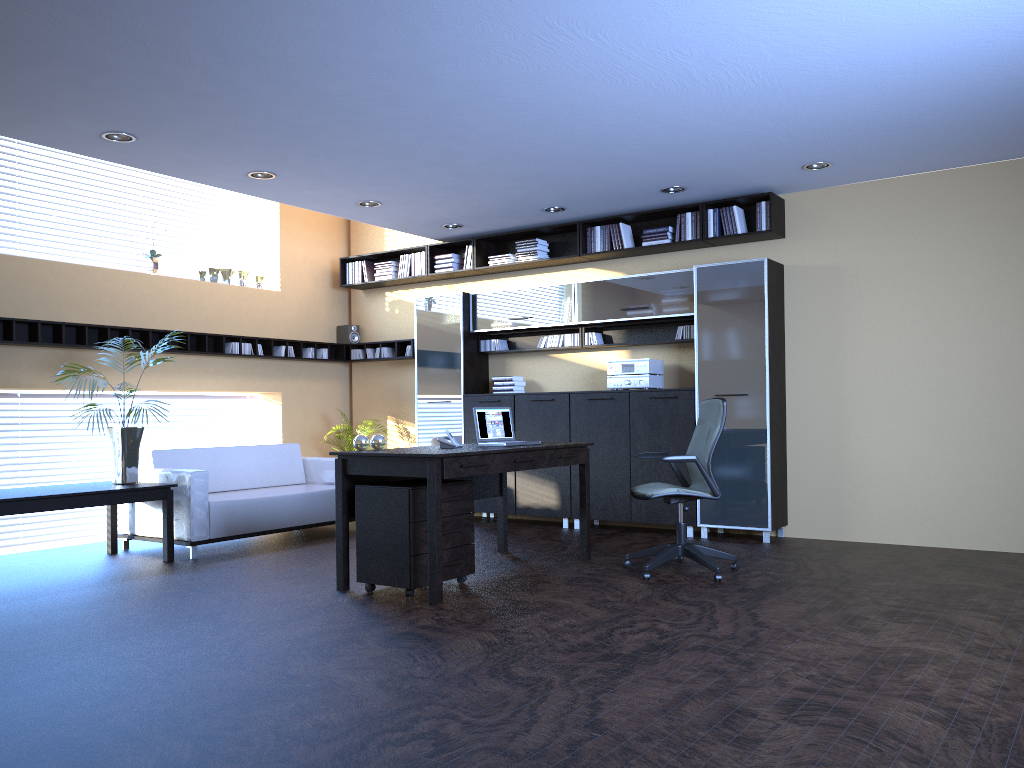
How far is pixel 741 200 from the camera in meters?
7.8

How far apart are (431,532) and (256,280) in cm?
553

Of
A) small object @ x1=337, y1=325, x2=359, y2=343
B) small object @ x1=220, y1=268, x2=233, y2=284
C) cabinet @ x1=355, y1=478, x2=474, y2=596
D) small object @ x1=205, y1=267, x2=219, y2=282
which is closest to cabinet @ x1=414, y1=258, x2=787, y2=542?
small object @ x1=337, y1=325, x2=359, y2=343

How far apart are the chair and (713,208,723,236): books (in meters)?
2.16

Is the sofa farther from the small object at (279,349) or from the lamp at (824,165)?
the lamp at (824,165)

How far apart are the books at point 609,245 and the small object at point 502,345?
1.62m

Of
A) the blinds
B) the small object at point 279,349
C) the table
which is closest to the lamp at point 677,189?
the small object at point 279,349

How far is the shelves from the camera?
7.6m

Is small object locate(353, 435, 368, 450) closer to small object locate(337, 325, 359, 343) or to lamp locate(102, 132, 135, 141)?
lamp locate(102, 132, 135, 141)

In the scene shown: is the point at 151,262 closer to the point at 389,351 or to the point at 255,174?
the point at 255,174
